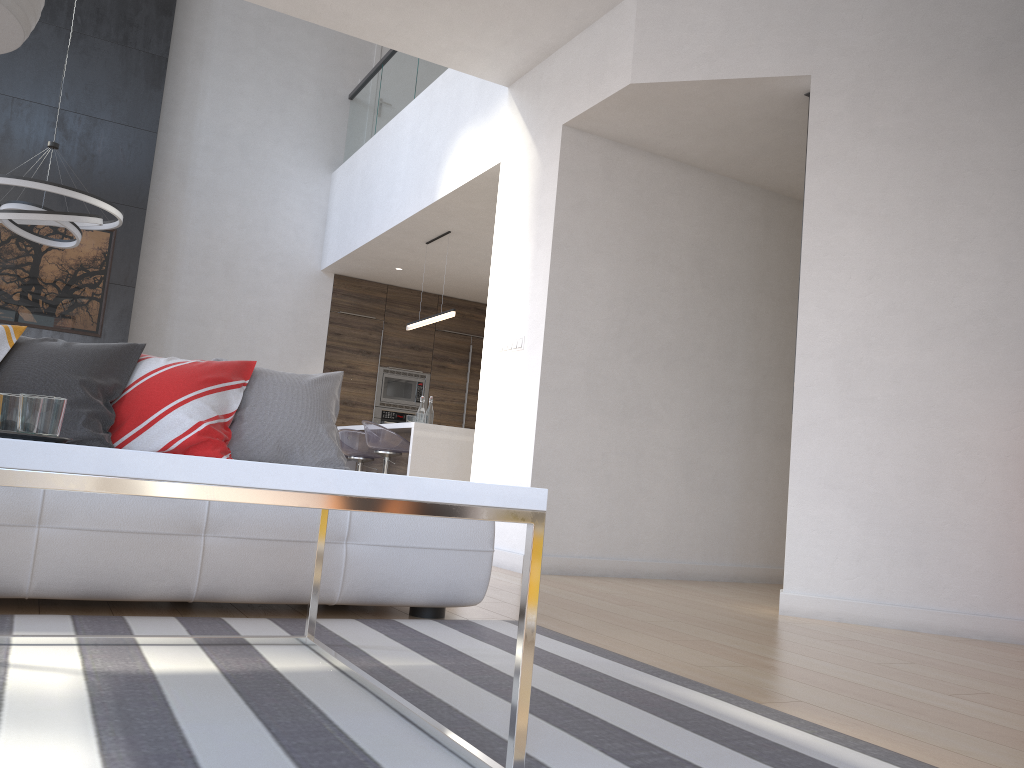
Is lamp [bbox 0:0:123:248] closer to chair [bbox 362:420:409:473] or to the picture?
the picture

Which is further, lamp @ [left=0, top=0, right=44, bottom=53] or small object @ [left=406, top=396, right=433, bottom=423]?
small object @ [left=406, top=396, right=433, bottom=423]

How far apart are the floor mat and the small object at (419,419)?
4.2 meters

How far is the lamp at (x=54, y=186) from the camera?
5.7 meters

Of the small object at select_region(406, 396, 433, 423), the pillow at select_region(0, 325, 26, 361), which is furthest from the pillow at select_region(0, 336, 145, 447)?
the small object at select_region(406, 396, 433, 423)

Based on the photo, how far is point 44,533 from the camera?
2.3m

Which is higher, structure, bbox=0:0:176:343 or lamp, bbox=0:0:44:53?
structure, bbox=0:0:176:343

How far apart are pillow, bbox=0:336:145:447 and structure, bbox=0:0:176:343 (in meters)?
5.26

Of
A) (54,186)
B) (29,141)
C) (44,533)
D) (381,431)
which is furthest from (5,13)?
→ (29,141)

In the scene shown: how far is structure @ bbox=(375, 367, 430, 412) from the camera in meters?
9.5 m
